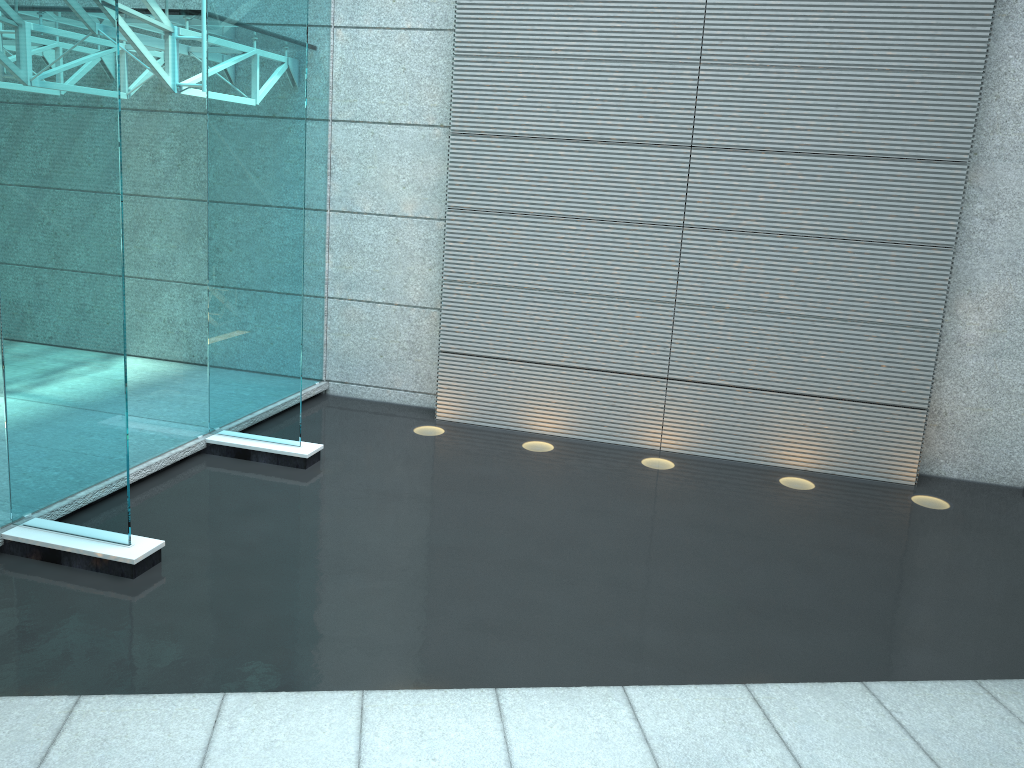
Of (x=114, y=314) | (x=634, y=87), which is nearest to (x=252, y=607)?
(x=114, y=314)
